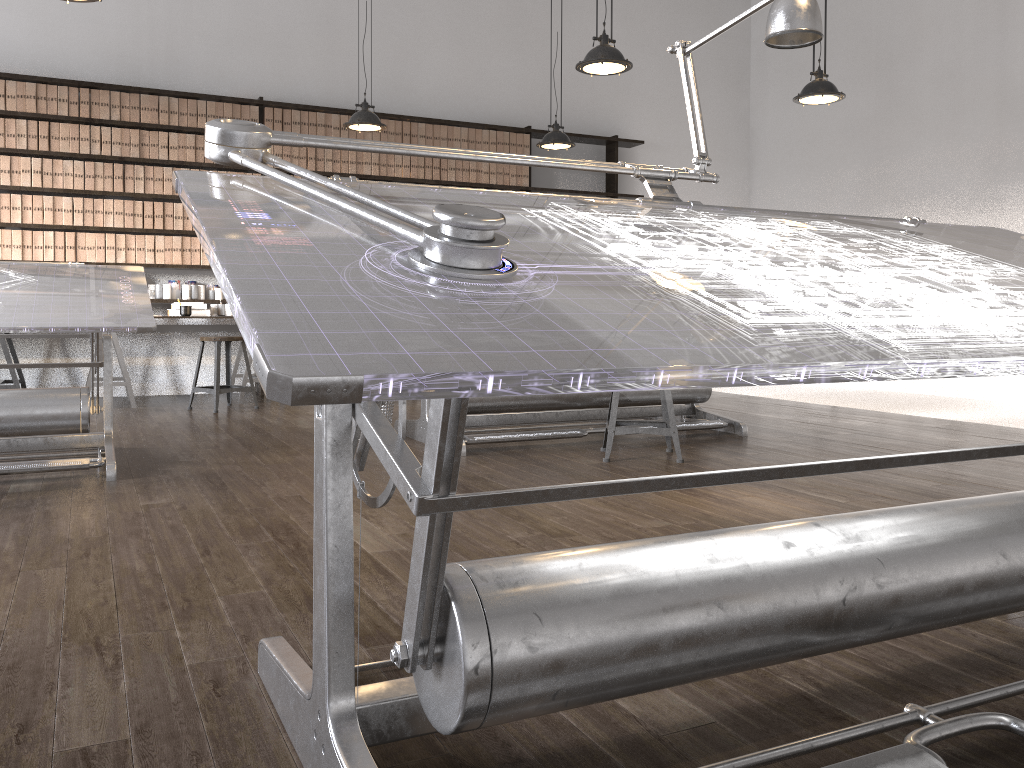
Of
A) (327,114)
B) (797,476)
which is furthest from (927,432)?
(327,114)

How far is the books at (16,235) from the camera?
6.5 meters

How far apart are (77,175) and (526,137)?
3.82m

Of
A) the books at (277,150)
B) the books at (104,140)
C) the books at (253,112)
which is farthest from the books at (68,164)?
the books at (277,150)

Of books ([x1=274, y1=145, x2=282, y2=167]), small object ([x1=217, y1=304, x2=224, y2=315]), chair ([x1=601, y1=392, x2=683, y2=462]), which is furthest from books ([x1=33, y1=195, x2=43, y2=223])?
chair ([x1=601, y1=392, x2=683, y2=462])

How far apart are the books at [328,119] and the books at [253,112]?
0.6 meters

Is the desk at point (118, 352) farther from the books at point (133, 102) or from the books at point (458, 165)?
the books at point (458, 165)

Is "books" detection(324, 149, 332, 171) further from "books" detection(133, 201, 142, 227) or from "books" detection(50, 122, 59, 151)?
"books" detection(50, 122, 59, 151)

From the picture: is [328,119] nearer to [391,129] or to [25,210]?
[391,129]

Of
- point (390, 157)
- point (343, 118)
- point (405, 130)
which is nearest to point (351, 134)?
point (343, 118)
